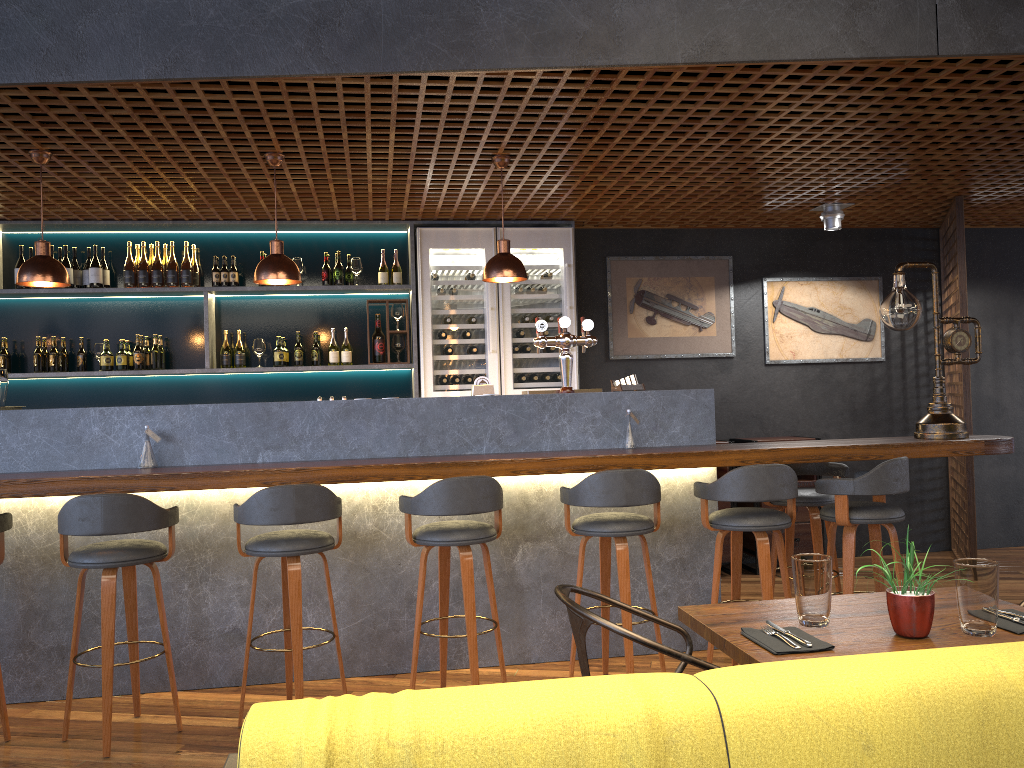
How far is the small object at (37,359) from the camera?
6.12m

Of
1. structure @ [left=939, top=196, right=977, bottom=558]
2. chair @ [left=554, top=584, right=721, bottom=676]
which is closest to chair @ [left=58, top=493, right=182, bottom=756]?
chair @ [left=554, top=584, right=721, bottom=676]

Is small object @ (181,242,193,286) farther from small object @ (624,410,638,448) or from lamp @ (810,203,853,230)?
lamp @ (810,203,853,230)

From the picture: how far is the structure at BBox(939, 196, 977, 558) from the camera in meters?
6.2

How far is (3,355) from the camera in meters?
6.1 m

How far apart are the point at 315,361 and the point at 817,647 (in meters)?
4.90

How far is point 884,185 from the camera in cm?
584

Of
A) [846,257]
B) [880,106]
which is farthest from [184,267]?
[846,257]

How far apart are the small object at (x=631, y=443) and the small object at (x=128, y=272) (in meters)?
3.76

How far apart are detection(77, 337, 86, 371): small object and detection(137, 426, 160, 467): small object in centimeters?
239cm
